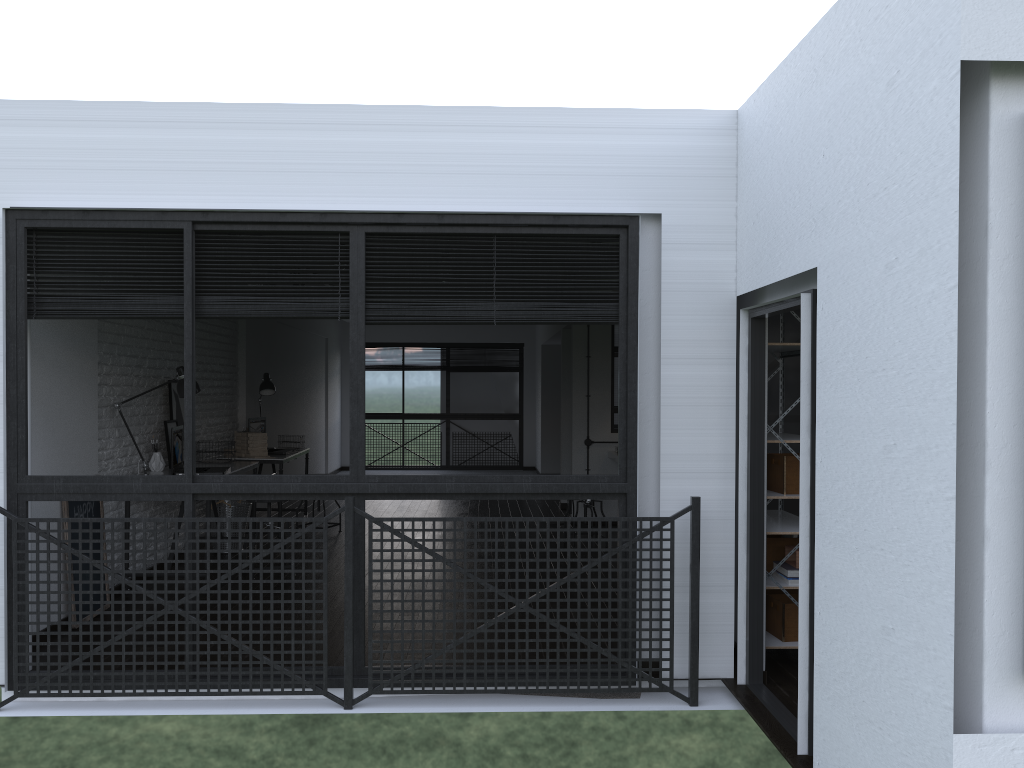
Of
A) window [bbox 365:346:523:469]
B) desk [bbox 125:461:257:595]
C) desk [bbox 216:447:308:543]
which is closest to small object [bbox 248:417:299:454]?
desk [bbox 216:447:308:543]

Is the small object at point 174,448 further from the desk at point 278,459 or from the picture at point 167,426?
the desk at point 278,459

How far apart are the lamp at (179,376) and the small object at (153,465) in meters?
0.3 m

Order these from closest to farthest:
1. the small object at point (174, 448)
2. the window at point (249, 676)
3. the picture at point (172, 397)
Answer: the window at point (249, 676), the small object at point (174, 448), the picture at point (172, 397)

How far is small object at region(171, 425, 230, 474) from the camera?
5.75m

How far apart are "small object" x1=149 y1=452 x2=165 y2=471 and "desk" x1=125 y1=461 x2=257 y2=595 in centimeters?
4cm

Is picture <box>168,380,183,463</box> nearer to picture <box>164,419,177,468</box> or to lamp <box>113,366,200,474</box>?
picture <box>164,419,177,468</box>

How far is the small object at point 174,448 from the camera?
5.7 meters

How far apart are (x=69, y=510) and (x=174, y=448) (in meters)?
1.08

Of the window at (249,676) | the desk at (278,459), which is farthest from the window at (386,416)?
the window at (249,676)
